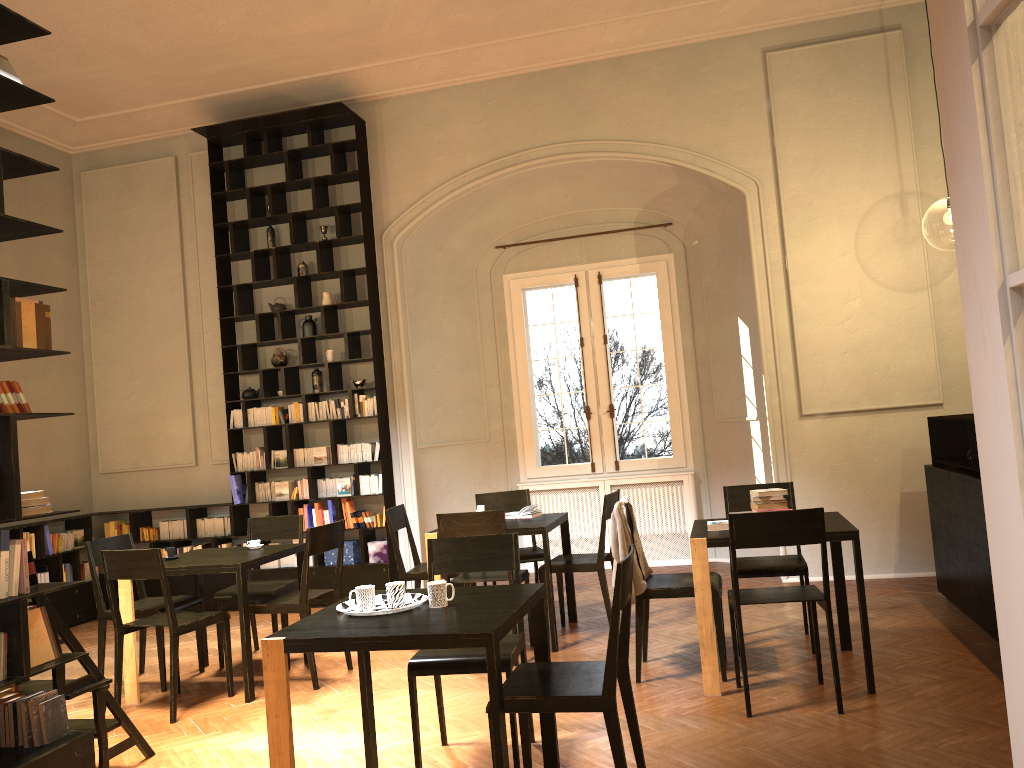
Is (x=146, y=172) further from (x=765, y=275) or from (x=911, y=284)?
(x=911, y=284)

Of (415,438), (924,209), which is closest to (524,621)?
(415,438)

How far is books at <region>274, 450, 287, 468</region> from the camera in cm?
907

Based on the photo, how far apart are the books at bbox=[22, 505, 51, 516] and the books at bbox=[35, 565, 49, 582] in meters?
5.5

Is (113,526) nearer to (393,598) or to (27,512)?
(27,512)

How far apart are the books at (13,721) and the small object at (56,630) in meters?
0.3

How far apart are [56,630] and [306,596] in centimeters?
188cm

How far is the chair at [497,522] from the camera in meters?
6.1 m

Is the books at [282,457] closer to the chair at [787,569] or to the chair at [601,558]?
the chair at [601,558]

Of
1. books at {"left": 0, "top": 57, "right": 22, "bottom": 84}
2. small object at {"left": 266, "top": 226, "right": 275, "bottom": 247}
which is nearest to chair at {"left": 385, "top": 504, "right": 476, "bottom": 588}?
small object at {"left": 266, "top": 226, "right": 275, "bottom": 247}
